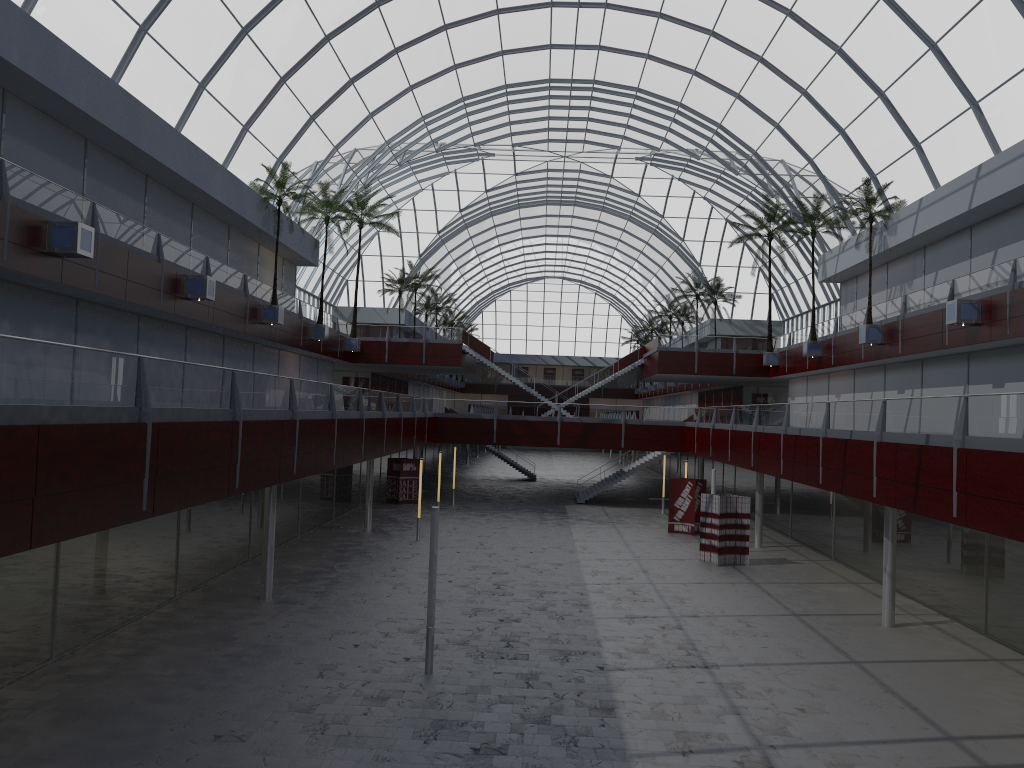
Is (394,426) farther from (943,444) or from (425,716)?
(943,444)

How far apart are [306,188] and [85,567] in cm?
3012
